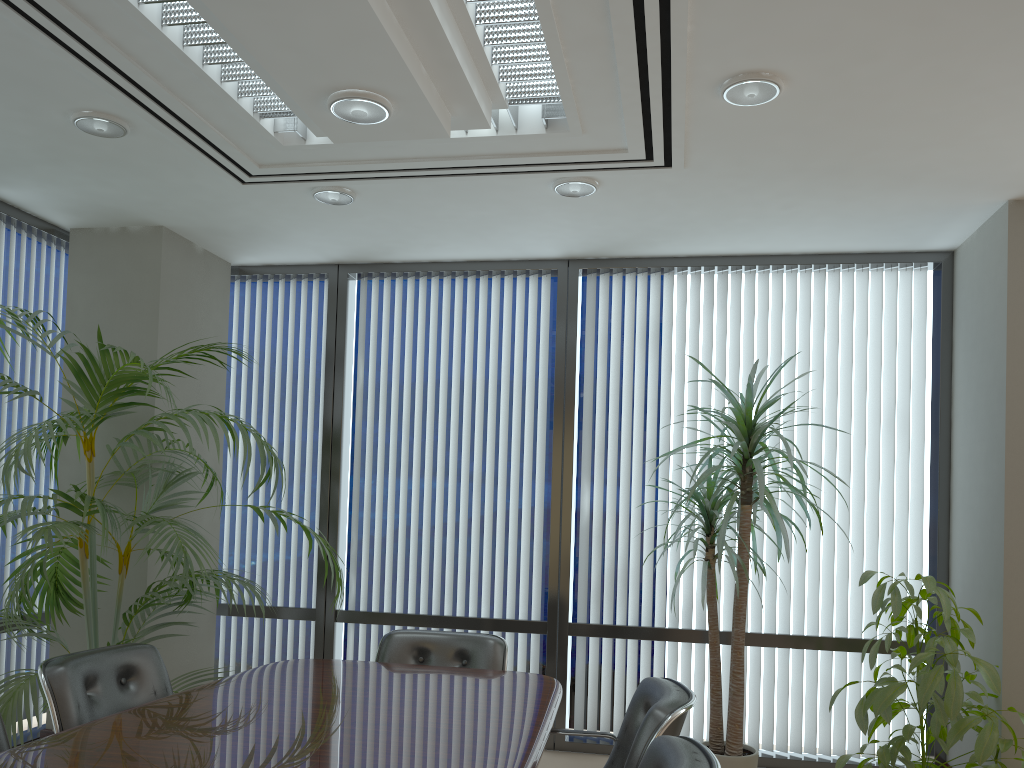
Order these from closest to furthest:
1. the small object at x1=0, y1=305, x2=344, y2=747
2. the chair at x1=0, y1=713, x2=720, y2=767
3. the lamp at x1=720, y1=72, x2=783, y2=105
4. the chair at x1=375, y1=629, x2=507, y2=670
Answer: the chair at x1=0, y1=713, x2=720, y2=767 → the lamp at x1=720, y1=72, x2=783, y2=105 → the small object at x1=0, y1=305, x2=344, y2=747 → the chair at x1=375, y1=629, x2=507, y2=670

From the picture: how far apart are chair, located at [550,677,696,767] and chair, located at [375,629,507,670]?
0.78m

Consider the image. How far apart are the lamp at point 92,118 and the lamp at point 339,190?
1.0 meters

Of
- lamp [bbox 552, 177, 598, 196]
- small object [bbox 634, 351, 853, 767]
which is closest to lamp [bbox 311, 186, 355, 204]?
lamp [bbox 552, 177, 598, 196]

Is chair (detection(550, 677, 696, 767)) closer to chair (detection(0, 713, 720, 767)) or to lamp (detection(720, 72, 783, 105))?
chair (detection(0, 713, 720, 767))

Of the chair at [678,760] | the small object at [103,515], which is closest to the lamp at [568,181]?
the small object at [103,515]

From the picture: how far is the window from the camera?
5.2 meters

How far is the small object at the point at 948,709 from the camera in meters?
3.7 m

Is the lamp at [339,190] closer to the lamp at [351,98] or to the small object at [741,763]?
the lamp at [351,98]

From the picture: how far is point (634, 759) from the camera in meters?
2.7 m
